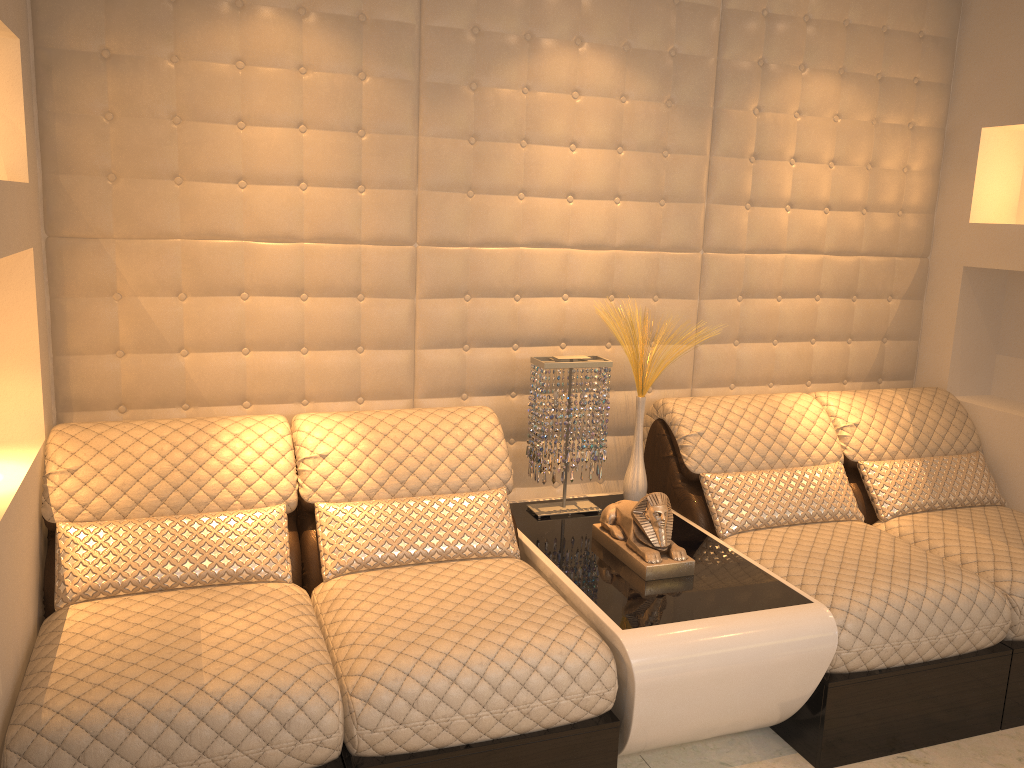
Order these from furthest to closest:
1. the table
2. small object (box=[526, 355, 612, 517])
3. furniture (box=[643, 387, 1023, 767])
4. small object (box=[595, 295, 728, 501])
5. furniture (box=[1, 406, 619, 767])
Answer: small object (box=[595, 295, 728, 501]) → small object (box=[526, 355, 612, 517]) → furniture (box=[643, 387, 1023, 767]) → the table → furniture (box=[1, 406, 619, 767])

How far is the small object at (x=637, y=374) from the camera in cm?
294

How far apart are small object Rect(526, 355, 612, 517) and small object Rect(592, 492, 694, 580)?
0.23m

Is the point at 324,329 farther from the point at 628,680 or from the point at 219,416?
the point at 628,680

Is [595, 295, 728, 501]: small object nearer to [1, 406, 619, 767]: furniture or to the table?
the table

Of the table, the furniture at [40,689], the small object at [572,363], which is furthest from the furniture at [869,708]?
the furniture at [40,689]

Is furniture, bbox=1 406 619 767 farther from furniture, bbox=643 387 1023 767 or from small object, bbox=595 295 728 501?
furniture, bbox=643 387 1023 767

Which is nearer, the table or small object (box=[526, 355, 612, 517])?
the table

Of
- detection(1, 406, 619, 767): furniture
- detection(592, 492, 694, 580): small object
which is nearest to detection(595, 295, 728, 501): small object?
detection(592, 492, 694, 580): small object

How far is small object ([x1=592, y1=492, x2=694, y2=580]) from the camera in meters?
2.4
